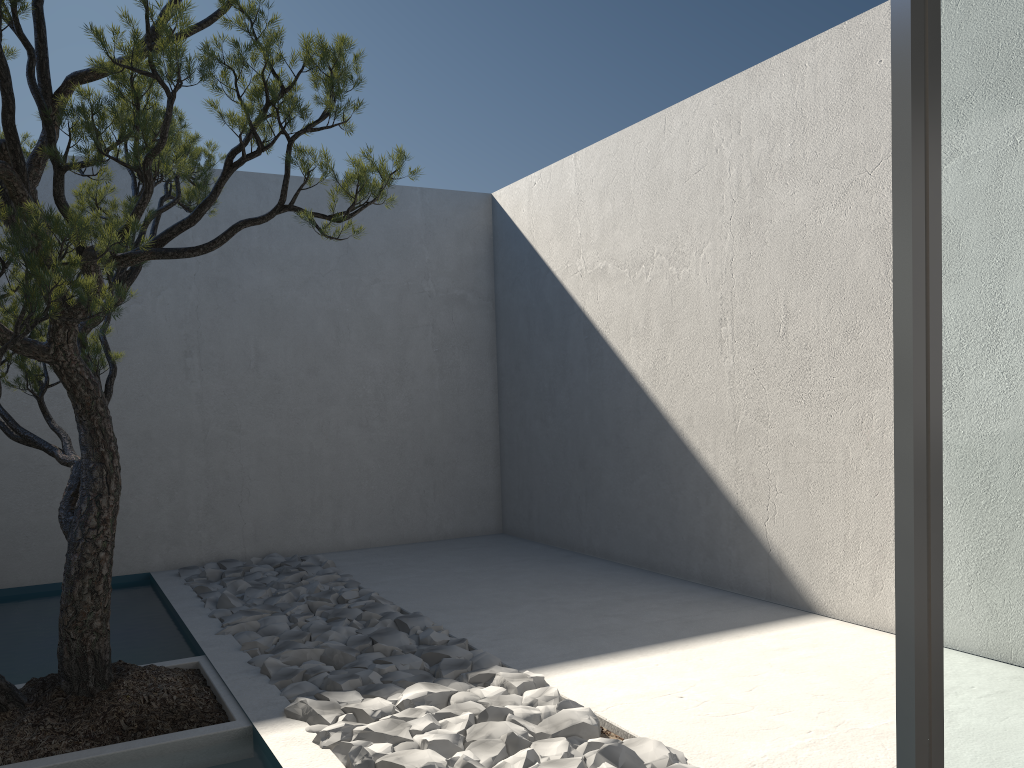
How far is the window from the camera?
0.8 meters

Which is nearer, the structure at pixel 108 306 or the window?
the window

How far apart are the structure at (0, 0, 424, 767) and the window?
1.8 meters

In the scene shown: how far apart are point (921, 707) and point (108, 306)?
2.3 meters

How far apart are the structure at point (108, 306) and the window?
1.8 meters

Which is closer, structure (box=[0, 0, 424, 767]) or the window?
the window

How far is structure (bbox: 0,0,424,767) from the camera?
2.4m

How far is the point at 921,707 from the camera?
0.8m
